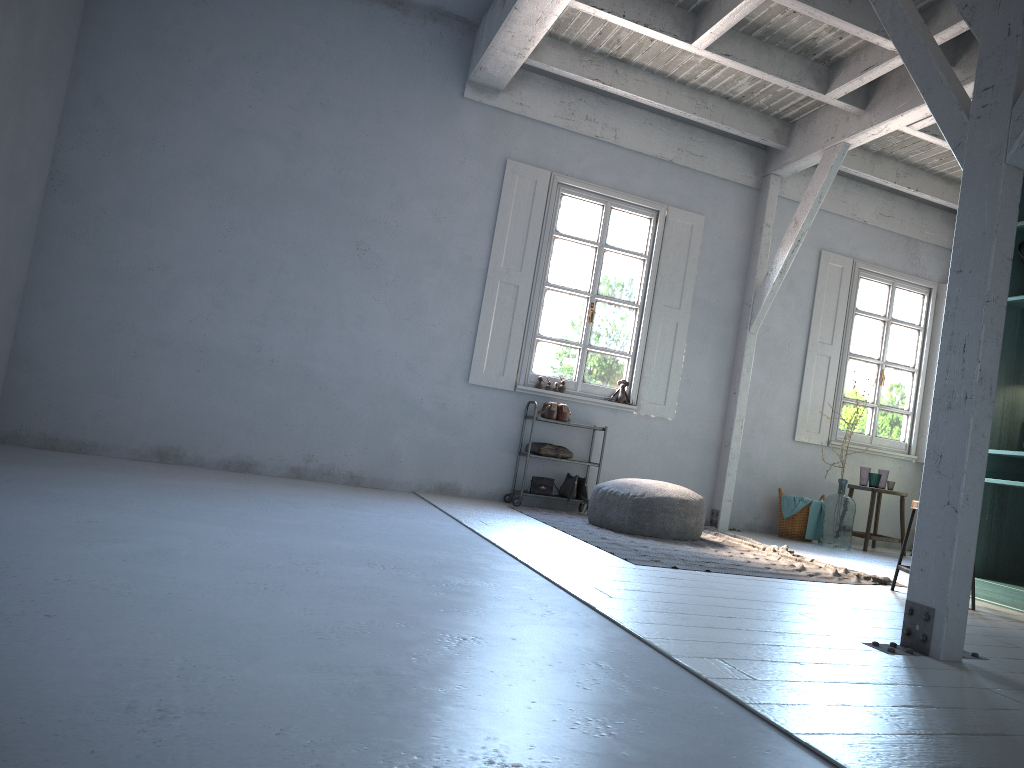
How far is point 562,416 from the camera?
8.50m

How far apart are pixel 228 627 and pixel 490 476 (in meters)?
6.04

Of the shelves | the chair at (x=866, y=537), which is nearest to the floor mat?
the shelves

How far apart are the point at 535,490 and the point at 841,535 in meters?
3.1

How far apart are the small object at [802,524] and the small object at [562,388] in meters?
2.7

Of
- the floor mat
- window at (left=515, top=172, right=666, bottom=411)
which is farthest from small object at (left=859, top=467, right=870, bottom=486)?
window at (left=515, top=172, right=666, bottom=411)

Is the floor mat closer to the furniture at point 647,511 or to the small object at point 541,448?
the furniture at point 647,511

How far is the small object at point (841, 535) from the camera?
8.7m

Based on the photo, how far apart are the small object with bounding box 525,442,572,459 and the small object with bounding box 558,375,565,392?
0.6m

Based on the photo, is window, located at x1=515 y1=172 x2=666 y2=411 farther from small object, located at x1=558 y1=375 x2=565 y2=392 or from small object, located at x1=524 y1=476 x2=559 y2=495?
small object, located at x1=524 y1=476 x2=559 y2=495
